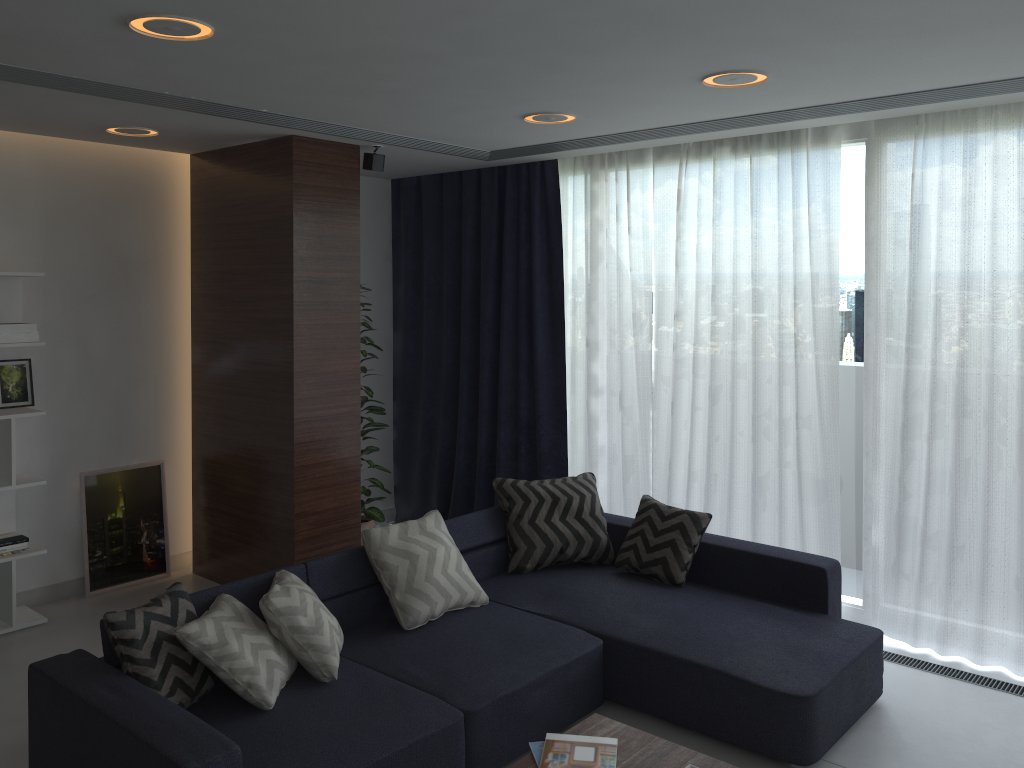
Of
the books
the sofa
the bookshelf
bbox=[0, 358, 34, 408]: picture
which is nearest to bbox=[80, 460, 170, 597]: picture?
the bookshelf

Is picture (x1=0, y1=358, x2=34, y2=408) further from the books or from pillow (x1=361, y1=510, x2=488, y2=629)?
the books

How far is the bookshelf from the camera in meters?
4.5 m

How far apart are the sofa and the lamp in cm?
196

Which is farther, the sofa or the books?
the sofa

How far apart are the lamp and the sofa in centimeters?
196cm

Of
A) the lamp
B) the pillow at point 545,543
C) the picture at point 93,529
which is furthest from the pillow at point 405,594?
the picture at point 93,529

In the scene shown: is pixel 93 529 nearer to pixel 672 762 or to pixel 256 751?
pixel 256 751

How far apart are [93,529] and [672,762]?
3.8m

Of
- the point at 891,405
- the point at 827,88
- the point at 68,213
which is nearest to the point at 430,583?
the point at 891,405
